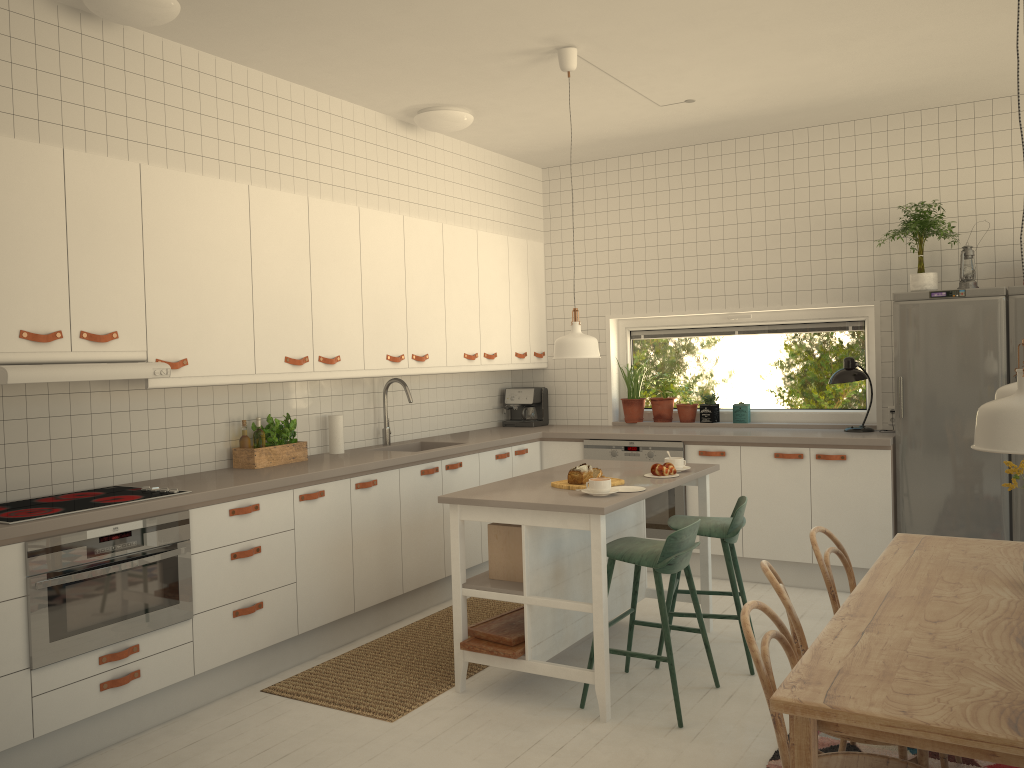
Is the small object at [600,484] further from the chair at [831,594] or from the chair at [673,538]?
the chair at [831,594]

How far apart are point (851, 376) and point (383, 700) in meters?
3.4

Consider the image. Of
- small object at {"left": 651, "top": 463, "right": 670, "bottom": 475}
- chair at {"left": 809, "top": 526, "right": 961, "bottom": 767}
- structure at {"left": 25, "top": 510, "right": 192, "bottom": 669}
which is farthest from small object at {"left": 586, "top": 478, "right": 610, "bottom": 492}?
structure at {"left": 25, "top": 510, "right": 192, "bottom": 669}

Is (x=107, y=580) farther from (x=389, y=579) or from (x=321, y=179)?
(x=321, y=179)

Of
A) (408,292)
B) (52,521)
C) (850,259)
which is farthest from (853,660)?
(850,259)

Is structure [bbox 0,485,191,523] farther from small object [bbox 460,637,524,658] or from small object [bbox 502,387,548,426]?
small object [bbox 502,387,548,426]

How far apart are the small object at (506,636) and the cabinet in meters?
0.9 m

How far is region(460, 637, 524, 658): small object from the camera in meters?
3.7

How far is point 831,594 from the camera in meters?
2.9

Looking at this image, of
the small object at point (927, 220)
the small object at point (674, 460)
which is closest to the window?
the small object at point (927, 220)
